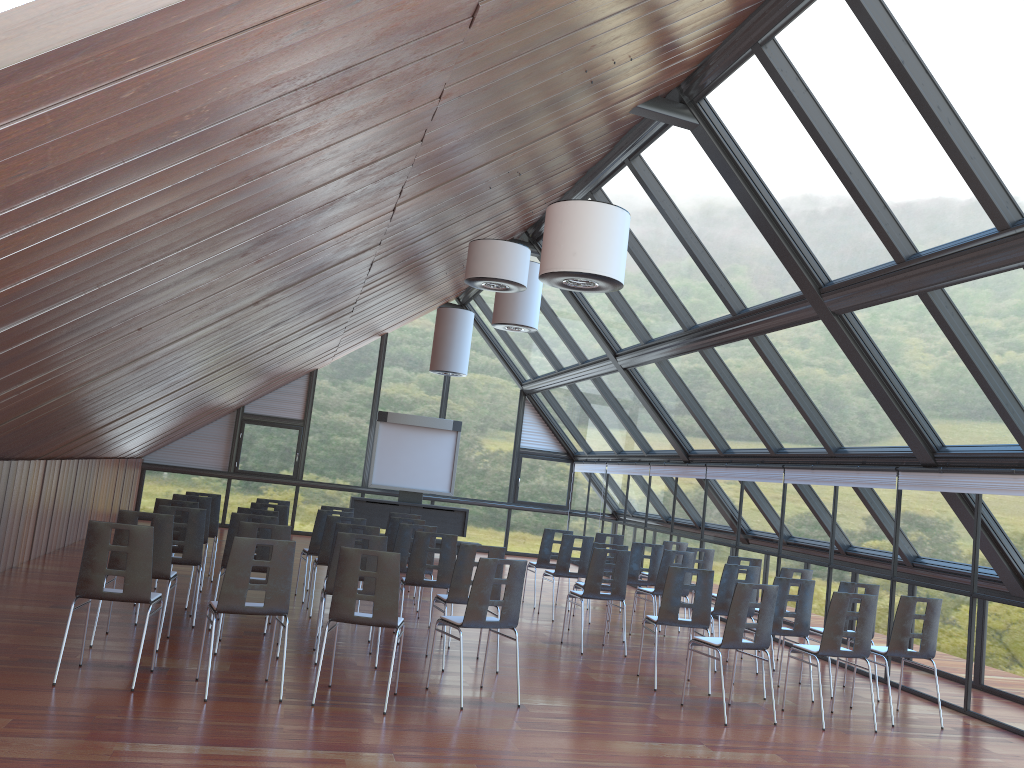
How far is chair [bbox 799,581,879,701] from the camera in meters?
9.3 m

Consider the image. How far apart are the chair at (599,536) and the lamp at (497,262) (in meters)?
5.70

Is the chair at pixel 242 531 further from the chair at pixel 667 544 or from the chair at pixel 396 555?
the chair at pixel 667 544

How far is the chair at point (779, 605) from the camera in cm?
888

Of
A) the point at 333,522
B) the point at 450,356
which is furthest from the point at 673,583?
the point at 450,356

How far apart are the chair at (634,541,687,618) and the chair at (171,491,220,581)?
6.7 meters

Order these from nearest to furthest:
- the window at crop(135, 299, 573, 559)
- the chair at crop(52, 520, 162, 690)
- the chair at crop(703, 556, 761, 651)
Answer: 1. the chair at crop(52, 520, 162, 690)
2. the chair at crop(703, 556, 761, 651)
3. the window at crop(135, 299, 573, 559)

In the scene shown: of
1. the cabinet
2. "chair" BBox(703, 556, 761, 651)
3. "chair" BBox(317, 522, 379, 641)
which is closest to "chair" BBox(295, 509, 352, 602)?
"chair" BBox(317, 522, 379, 641)

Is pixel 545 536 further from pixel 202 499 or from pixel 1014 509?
pixel 1014 509

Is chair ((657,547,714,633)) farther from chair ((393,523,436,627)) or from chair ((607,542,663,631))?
chair ((393,523,436,627))
